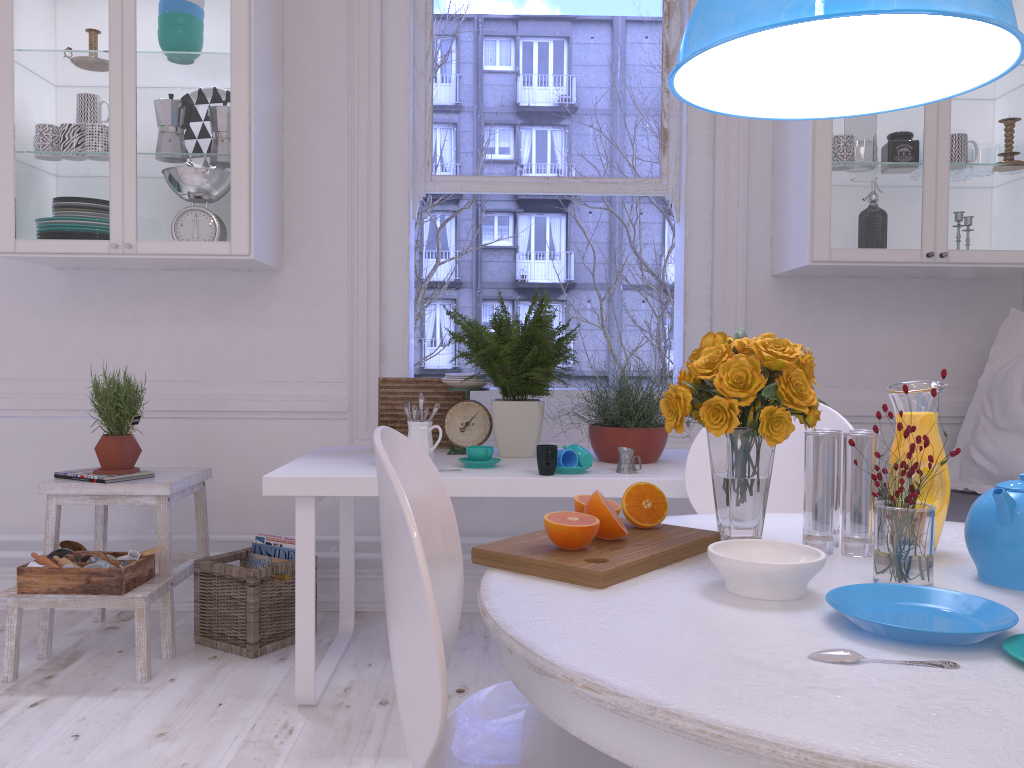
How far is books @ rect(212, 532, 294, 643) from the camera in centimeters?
291cm

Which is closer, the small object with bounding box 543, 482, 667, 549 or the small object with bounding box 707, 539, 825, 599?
the small object with bounding box 707, 539, 825, 599

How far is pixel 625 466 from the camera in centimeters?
236cm

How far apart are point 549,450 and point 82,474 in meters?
1.5 m

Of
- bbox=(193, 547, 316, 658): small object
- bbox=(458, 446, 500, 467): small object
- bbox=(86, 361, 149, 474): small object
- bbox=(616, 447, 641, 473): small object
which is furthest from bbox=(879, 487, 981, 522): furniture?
bbox=(86, 361, 149, 474): small object

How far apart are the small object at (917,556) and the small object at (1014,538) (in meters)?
0.06

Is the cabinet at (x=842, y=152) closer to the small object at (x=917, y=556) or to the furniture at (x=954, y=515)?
the furniture at (x=954, y=515)

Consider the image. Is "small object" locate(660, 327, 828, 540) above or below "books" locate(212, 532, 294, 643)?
above

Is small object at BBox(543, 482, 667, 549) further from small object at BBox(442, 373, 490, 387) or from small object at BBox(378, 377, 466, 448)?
small object at BBox(378, 377, 466, 448)

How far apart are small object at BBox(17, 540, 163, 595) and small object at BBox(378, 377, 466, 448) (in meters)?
0.80
